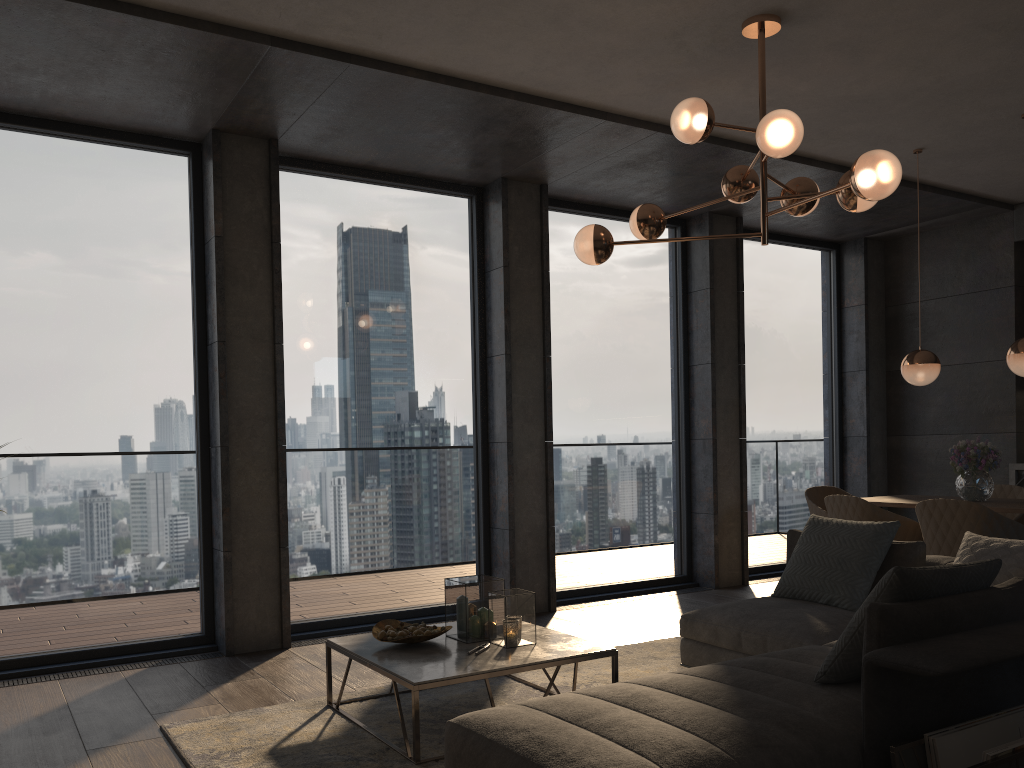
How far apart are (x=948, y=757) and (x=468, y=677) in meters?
1.6 m

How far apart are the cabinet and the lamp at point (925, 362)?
2.0 meters

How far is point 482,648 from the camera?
3.58m

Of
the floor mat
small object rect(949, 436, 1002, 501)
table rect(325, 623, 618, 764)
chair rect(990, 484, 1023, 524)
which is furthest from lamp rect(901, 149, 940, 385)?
table rect(325, 623, 618, 764)

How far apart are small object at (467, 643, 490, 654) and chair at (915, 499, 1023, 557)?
2.7 meters

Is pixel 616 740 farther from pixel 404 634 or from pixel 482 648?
pixel 404 634

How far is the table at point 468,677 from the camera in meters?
3.2 m

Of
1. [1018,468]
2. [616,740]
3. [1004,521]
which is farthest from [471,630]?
[1018,468]

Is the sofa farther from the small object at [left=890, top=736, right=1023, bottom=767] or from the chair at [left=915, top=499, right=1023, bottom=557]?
the chair at [left=915, top=499, right=1023, bottom=557]

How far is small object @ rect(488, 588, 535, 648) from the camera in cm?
363
